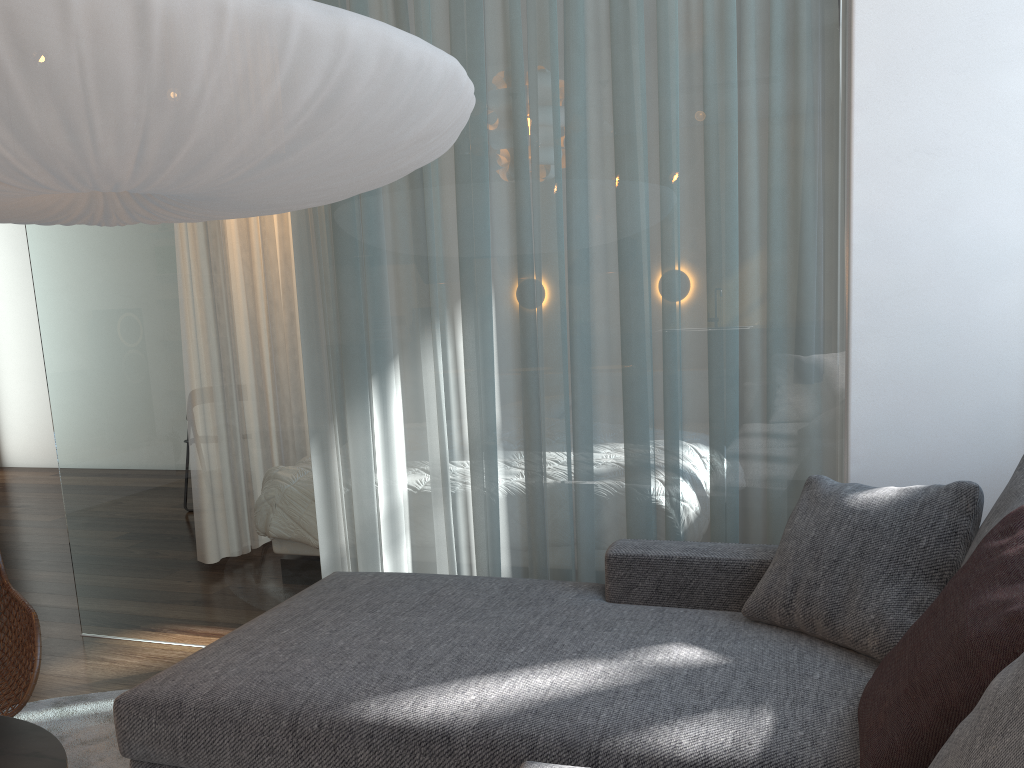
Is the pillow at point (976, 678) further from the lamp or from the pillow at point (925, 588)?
the lamp

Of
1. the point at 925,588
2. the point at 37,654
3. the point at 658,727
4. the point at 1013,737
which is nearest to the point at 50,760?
the point at 37,654

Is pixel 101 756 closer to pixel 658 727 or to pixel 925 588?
pixel 658 727

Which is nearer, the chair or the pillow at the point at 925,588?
the pillow at the point at 925,588

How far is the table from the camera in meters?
1.5

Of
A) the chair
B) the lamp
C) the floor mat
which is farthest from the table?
the lamp

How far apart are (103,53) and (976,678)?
1.45m

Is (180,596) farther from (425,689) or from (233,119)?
(233,119)

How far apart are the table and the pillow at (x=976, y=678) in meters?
1.3 m

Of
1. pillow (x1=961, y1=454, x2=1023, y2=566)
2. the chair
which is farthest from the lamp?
pillow (x1=961, y1=454, x2=1023, y2=566)
